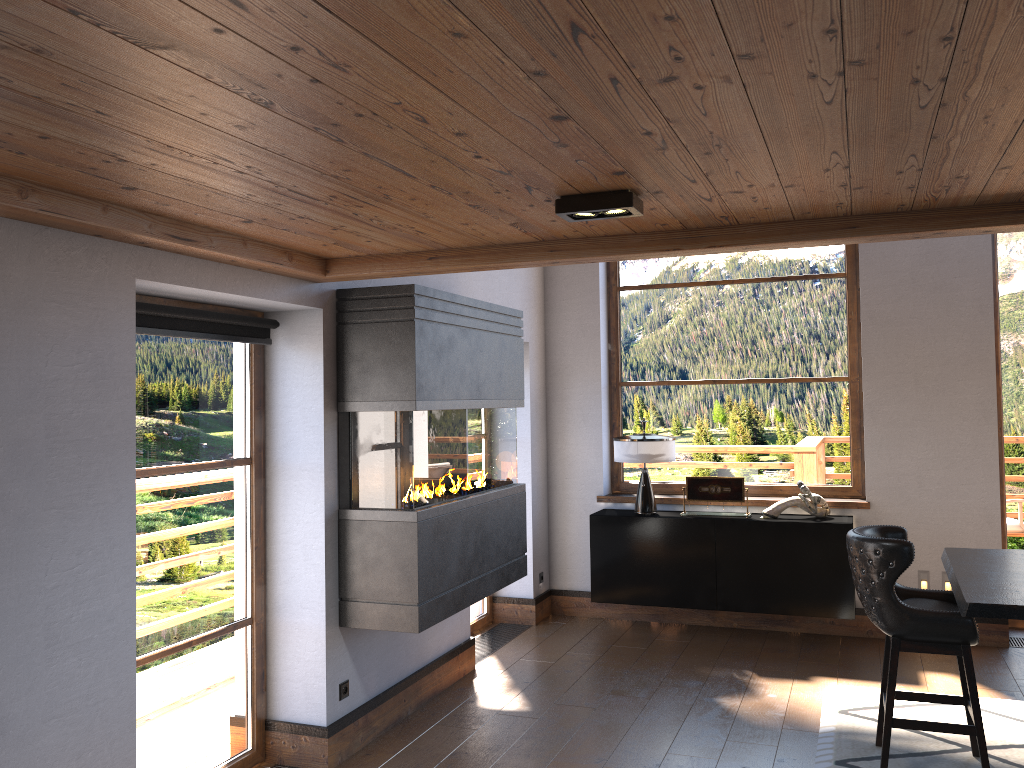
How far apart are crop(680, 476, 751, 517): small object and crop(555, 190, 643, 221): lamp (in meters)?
3.93

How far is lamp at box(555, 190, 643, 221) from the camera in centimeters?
278cm

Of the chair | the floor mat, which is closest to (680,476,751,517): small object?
the floor mat

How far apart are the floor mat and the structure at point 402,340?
1.9m

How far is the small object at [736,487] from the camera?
6.42m

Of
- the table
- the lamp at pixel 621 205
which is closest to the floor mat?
the table

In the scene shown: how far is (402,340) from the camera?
4.2 meters

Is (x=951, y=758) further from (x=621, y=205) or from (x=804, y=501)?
(x=621, y=205)

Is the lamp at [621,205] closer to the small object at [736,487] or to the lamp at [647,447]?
the lamp at [647,447]

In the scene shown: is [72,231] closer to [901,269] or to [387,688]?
[387,688]
